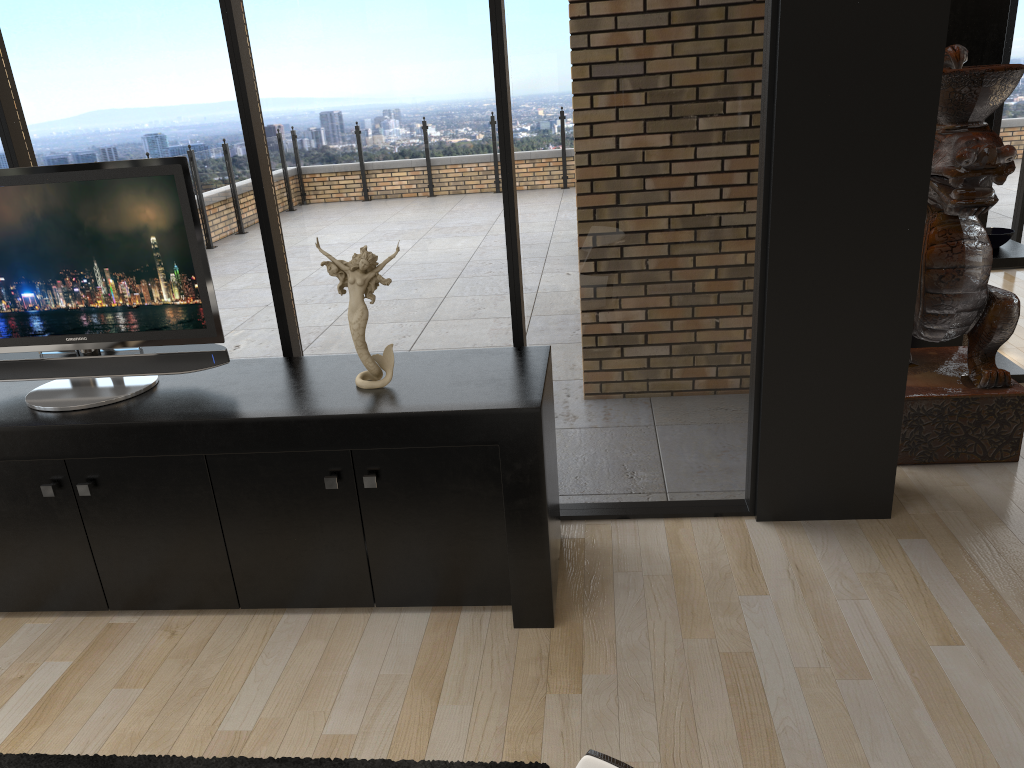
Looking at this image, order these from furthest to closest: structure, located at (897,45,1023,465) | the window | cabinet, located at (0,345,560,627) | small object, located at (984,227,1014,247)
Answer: small object, located at (984,227,1014,247) < structure, located at (897,45,1023,465) < the window < cabinet, located at (0,345,560,627)

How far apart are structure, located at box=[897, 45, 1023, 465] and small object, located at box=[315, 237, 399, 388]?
2.14m

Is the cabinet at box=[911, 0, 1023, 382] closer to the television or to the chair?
the television

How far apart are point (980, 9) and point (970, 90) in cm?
90

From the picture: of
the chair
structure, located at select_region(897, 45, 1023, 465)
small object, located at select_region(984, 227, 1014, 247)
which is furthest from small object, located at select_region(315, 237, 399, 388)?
small object, located at select_region(984, 227, 1014, 247)

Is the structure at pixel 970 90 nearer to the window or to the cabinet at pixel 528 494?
the window

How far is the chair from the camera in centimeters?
125cm

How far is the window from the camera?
2.9 meters

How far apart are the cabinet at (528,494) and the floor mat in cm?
60

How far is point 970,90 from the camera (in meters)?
3.34
